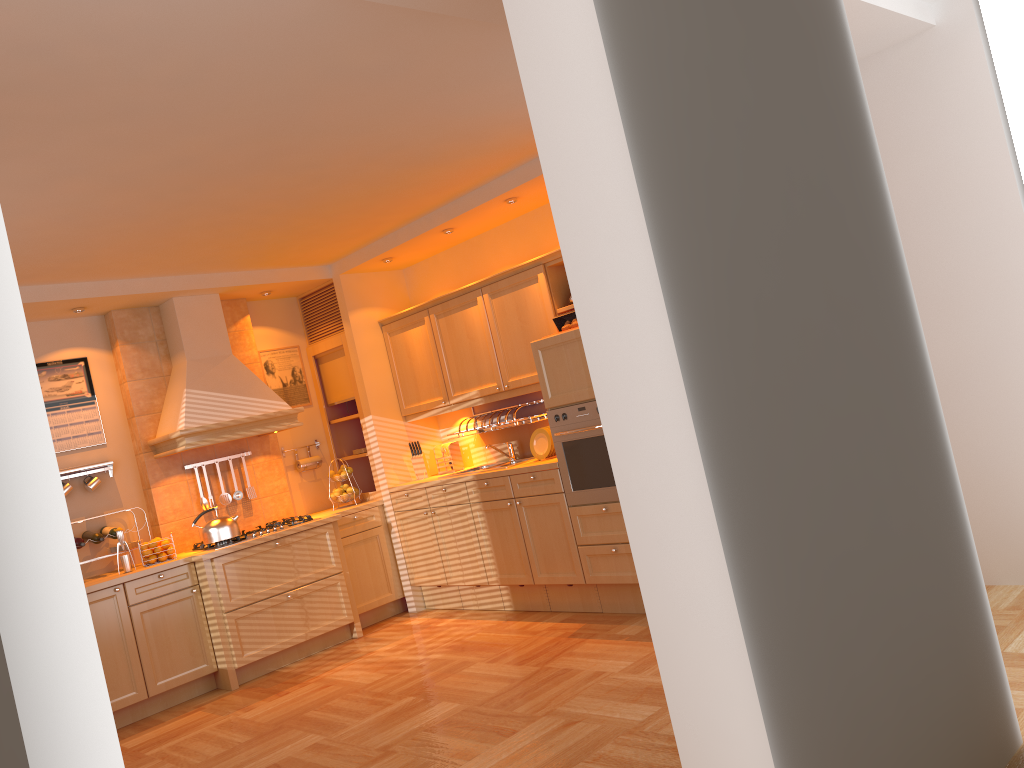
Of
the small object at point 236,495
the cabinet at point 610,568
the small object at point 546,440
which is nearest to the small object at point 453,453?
the cabinet at point 610,568

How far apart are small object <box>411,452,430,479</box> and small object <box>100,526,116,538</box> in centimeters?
213cm

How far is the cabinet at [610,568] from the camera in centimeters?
517cm

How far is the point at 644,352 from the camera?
1.9m

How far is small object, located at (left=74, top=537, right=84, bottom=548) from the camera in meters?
5.5

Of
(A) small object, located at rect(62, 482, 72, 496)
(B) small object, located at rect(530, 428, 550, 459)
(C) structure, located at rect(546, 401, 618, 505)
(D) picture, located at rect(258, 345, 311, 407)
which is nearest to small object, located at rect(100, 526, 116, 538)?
(A) small object, located at rect(62, 482, 72, 496)

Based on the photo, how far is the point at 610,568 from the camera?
5.2m

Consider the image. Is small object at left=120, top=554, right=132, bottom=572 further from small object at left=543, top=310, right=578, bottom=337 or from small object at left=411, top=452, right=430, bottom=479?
small object at left=543, top=310, right=578, bottom=337

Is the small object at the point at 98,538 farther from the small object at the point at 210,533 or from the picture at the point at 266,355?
the picture at the point at 266,355

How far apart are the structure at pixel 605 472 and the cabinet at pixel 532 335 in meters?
0.5 m
